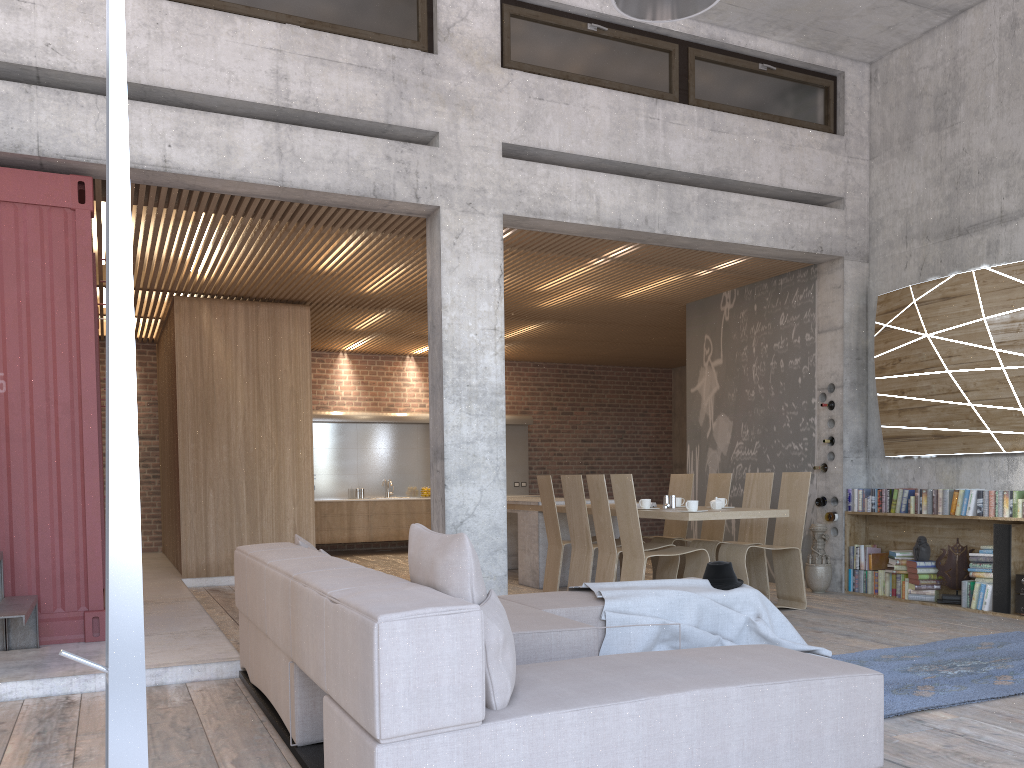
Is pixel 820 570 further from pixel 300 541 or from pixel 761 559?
pixel 300 541

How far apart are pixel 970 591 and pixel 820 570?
1.40m

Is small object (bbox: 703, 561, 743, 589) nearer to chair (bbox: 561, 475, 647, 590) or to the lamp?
chair (bbox: 561, 475, 647, 590)

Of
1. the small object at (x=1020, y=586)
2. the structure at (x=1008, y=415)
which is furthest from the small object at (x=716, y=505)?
the small object at (x=1020, y=586)

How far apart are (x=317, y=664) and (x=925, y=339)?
6.5m

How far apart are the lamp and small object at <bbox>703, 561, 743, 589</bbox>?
3.15m

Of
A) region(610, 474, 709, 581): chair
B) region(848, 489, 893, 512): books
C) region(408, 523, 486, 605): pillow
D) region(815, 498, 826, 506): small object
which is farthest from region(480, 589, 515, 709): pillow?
region(815, 498, 826, 506): small object

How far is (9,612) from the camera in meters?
4.8 m

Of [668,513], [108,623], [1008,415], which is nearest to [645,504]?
[668,513]

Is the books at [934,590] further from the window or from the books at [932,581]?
the window
